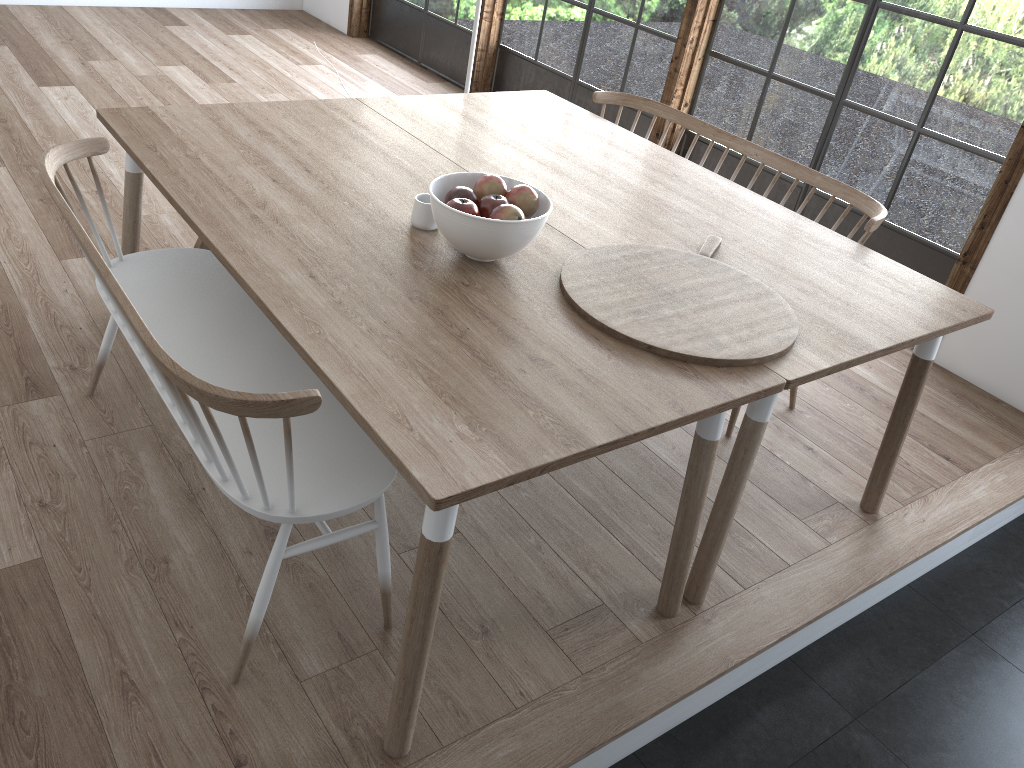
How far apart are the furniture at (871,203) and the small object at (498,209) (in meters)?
1.24

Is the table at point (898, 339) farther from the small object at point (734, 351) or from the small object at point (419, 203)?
the small object at point (419, 203)

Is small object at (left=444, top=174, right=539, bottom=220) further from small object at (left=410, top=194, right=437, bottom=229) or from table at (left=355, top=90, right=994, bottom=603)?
table at (left=355, top=90, right=994, bottom=603)

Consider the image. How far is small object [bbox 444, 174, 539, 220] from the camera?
2.11m

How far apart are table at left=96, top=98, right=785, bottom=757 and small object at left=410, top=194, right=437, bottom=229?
0.0m

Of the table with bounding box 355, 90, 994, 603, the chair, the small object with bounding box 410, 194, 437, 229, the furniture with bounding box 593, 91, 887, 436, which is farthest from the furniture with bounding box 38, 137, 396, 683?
the furniture with bounding box 593, 91, 887, 436

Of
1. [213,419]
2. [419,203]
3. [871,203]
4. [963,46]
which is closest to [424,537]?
[213,419]

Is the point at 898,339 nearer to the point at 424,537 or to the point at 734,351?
the point at 734,351

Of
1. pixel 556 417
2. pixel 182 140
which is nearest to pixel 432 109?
pixel 182 140

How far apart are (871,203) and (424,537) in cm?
214
